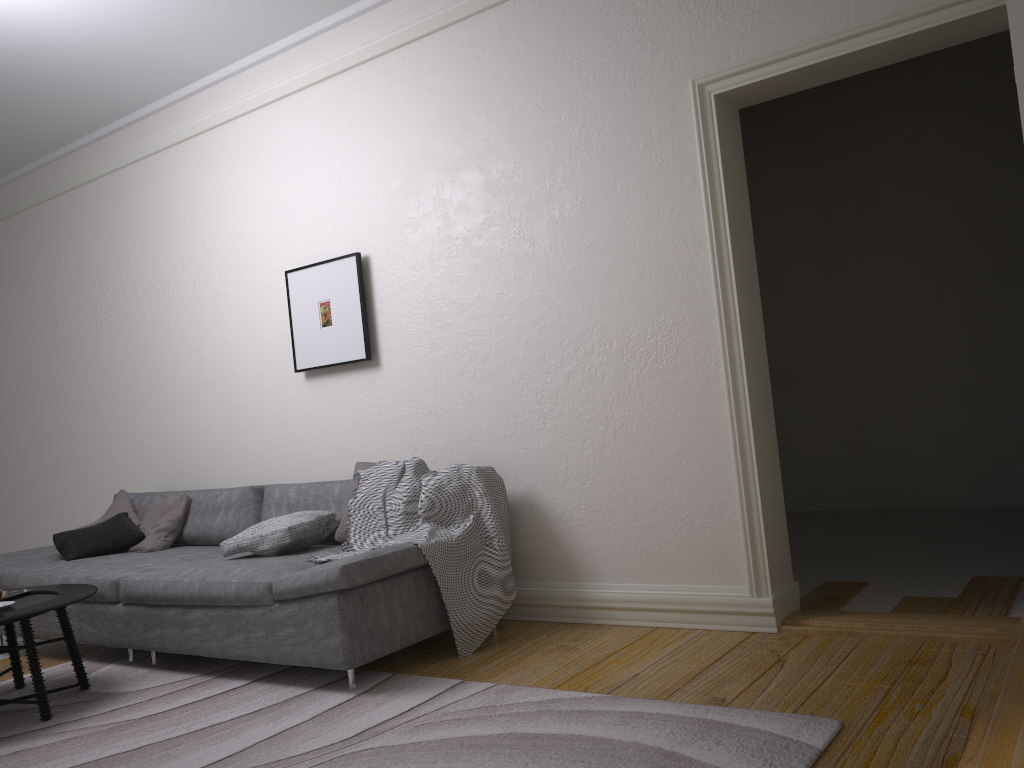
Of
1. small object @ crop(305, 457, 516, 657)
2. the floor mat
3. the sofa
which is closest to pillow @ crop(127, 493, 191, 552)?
the sofa

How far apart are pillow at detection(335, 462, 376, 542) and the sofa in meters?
0.1 m

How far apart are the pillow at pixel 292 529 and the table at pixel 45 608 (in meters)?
0.57

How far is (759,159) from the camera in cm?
692

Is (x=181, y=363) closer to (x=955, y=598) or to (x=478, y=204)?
(x=478, y=204)

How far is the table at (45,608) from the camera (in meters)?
3.41

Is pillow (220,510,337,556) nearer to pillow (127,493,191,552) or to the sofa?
the sofa

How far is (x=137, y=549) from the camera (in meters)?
4.92

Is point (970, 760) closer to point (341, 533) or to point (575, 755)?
point (575, 755)

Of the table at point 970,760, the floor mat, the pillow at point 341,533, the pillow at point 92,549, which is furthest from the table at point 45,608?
the table at point 970,760
